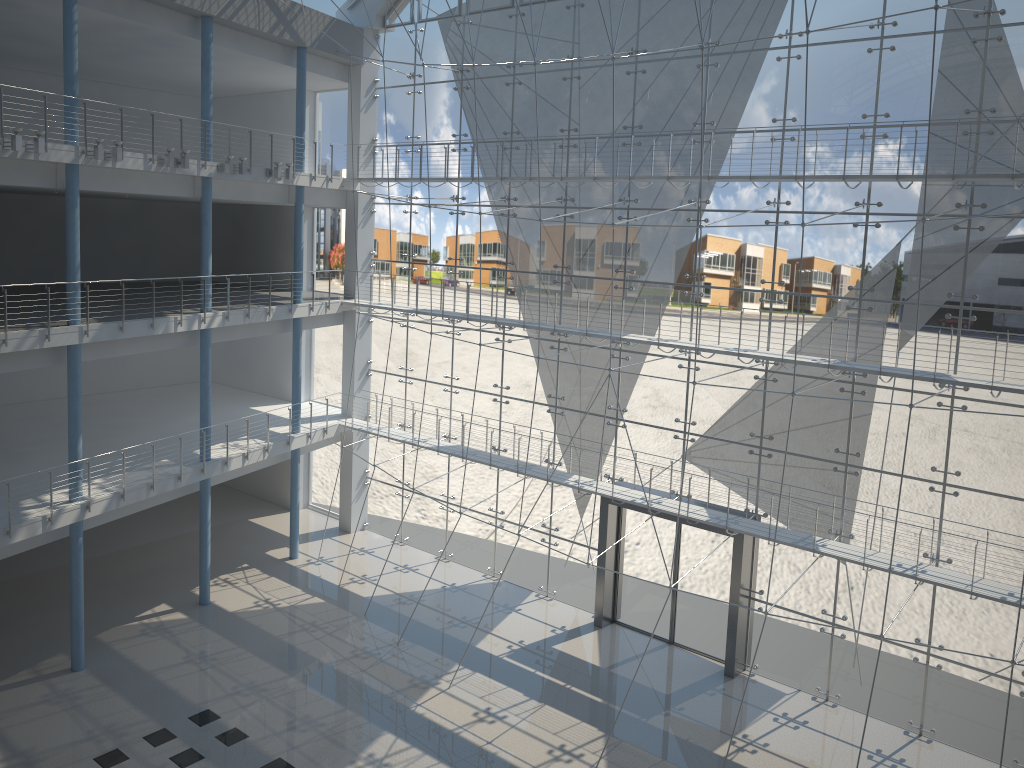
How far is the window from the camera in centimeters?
237cm

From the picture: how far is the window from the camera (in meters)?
2.37

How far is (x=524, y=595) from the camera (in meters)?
3.40

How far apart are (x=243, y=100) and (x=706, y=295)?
2.57m

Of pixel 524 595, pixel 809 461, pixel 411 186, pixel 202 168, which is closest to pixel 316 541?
pixel 524 595

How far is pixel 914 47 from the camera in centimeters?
237cm
